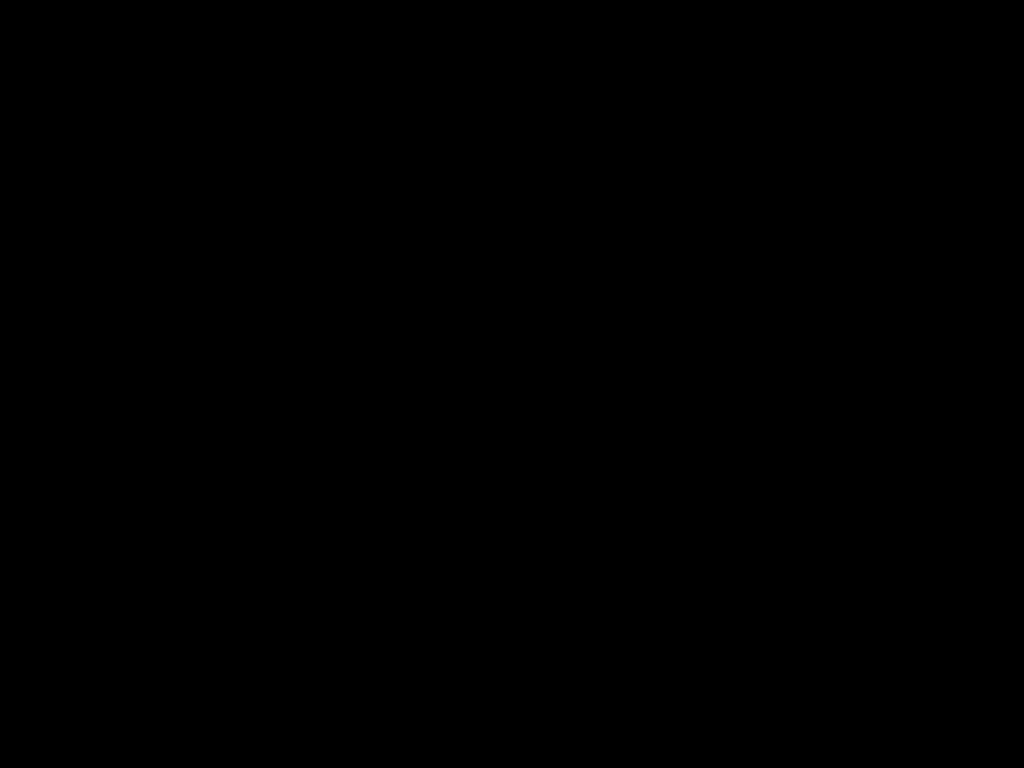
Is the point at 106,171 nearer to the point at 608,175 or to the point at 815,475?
the point at 815,475

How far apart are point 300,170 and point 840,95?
1.08m

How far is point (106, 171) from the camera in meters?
0.3
